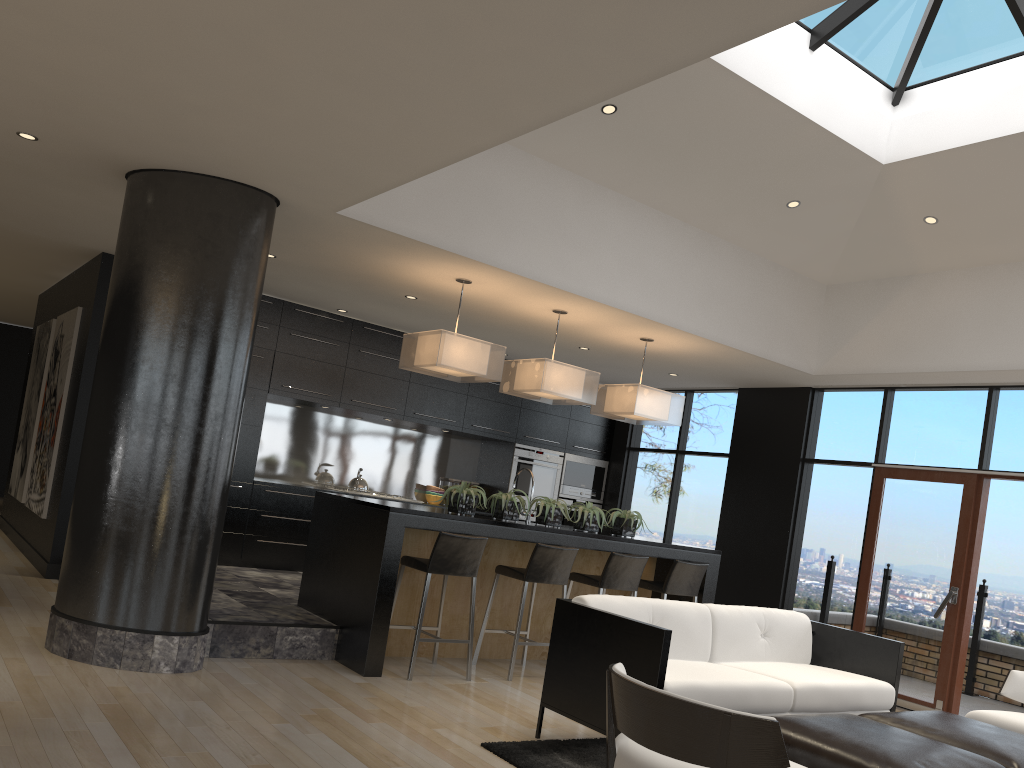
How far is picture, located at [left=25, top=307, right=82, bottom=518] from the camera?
7.7m

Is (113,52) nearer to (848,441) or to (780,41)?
(780,41)

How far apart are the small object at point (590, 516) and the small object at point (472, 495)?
0.85m

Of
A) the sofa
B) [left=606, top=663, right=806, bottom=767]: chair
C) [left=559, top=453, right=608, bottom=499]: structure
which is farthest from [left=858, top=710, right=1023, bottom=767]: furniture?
[left=559, top=453, right=608, bottom=499]: structure

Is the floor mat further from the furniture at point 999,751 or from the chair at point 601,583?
the chair at point 601,583

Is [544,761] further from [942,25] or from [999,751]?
[942,25]

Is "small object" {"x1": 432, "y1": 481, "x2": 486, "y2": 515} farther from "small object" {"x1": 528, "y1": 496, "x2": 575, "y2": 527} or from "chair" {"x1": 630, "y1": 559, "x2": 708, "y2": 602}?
"chair" {"x1": 630, "y1": 559, "x2": 708, "y2": 602}

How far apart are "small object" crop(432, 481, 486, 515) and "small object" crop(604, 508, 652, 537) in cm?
123

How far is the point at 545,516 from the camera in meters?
6.4 m

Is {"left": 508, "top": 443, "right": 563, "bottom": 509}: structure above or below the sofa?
above
